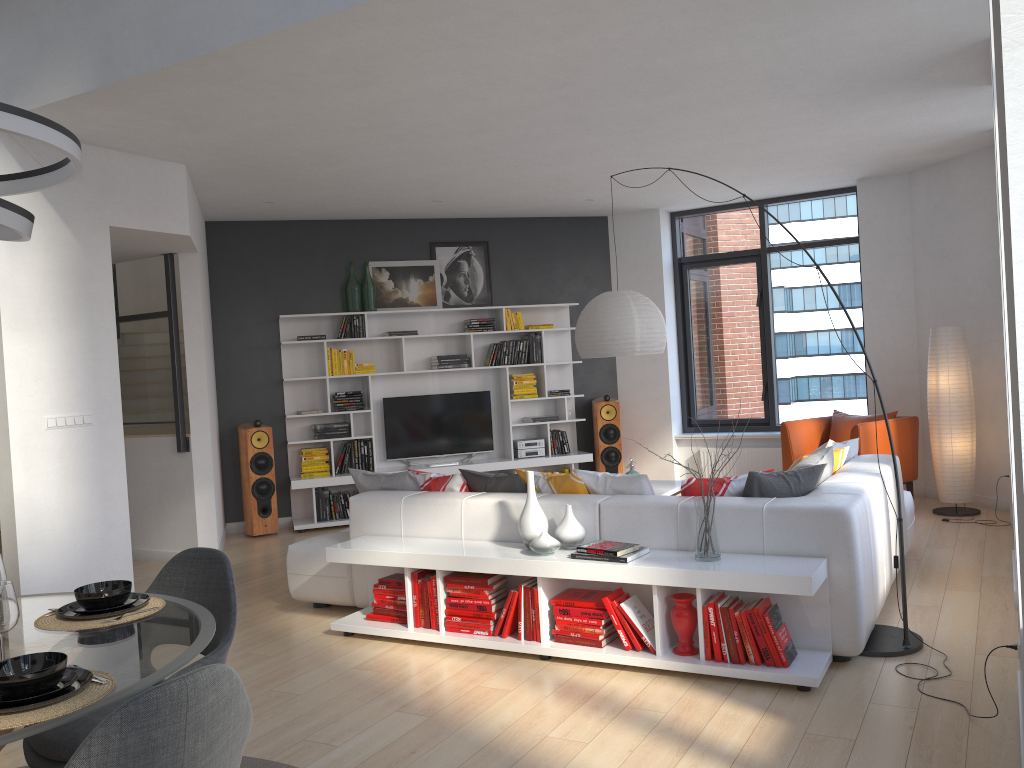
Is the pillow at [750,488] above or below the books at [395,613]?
above

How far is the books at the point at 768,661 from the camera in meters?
3.8

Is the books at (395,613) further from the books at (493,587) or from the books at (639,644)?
the books at (639,644)

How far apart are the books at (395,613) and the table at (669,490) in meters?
2.5 m

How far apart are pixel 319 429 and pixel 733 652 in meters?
5.5 m

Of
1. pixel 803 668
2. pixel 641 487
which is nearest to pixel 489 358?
pixel 641 487

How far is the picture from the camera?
→ 8.91m

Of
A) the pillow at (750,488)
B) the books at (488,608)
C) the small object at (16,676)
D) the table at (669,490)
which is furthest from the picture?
the small object at (16,676)

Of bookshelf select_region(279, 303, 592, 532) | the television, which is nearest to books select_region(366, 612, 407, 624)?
bookshelf select_region(279, 303, 592, 532)

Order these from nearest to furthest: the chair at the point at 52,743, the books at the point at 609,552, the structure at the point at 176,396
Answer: the chair at the point at 52,743
the books at the point at 609,552
the structure at the point at 176,396
